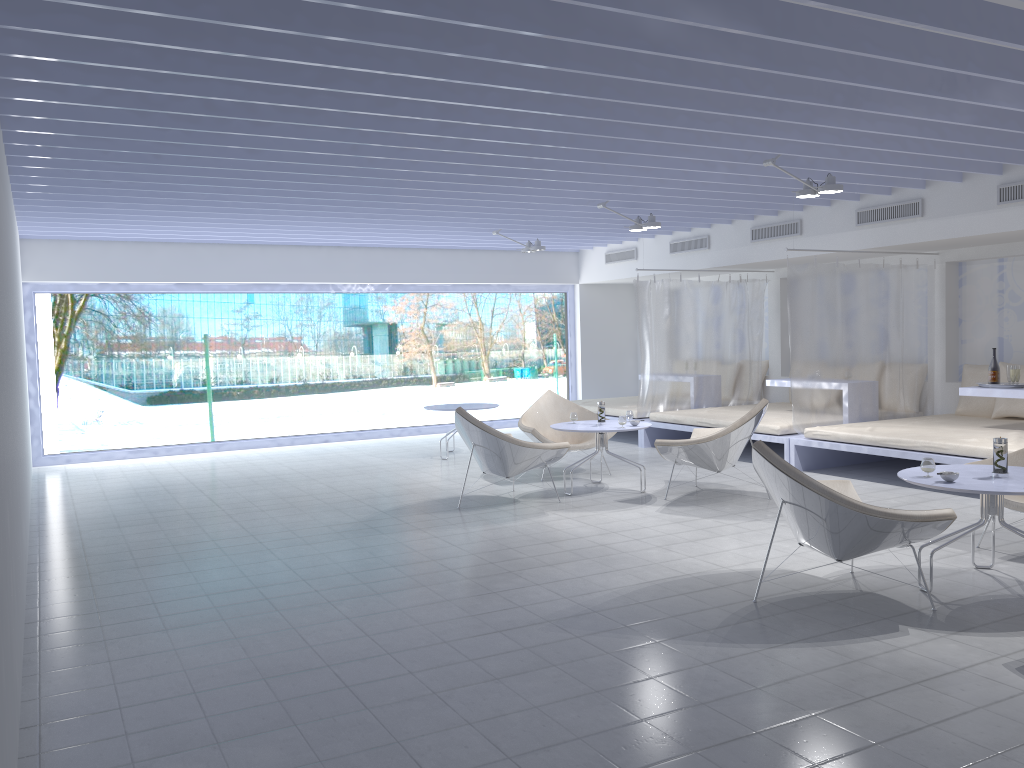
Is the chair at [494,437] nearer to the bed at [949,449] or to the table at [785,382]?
the bed at [949,449]

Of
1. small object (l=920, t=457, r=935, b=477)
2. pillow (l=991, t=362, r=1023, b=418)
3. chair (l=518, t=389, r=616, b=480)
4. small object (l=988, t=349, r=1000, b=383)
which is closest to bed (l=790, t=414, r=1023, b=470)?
pillow (l=991, t=362, r=1023, b=418)

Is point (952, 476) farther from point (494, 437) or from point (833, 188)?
point (494, 437)

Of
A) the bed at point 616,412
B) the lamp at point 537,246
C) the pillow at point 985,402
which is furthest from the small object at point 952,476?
the lamp at point 537,246

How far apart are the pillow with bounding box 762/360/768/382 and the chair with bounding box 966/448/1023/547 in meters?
5.7 m

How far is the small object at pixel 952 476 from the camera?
4.1 meters

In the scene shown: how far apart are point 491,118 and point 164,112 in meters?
1.7 m

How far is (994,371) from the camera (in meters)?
7.21

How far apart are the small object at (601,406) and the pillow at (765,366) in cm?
439

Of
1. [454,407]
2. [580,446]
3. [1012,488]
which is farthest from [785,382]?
[1012,488]
